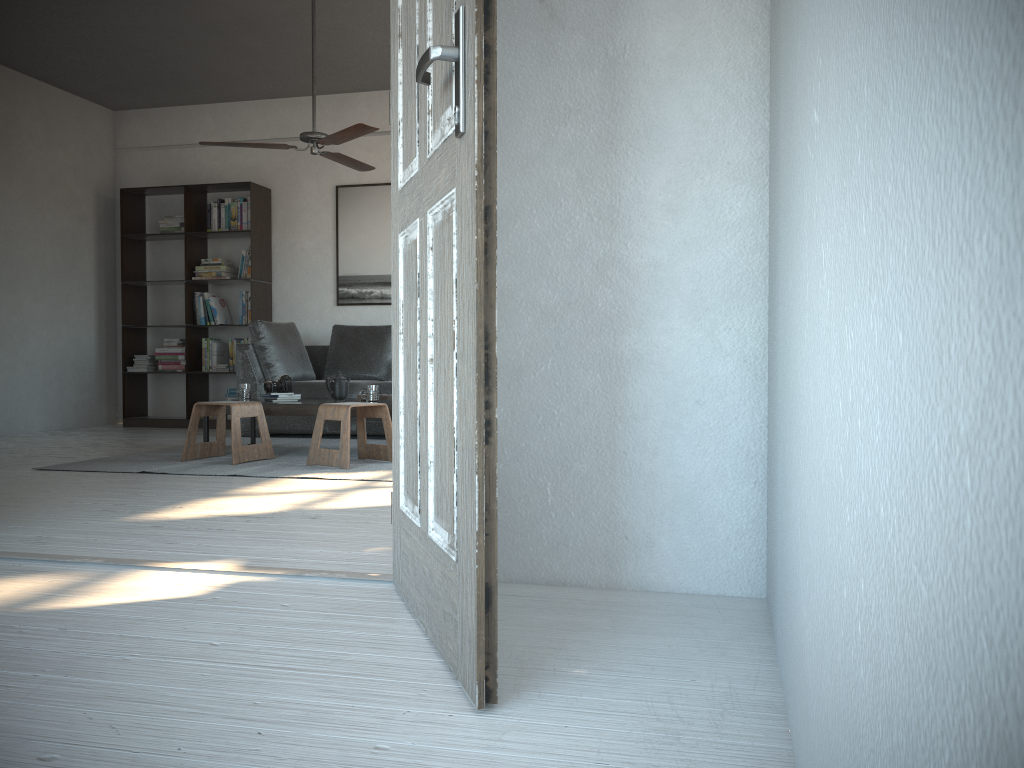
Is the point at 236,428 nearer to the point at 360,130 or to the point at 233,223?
the point at 360,130

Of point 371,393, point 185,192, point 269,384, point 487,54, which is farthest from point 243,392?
point 487,54

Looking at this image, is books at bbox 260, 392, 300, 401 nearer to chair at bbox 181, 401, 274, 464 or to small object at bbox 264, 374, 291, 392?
small object at bbox 264, 374, 291, 392

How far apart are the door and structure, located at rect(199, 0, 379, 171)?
2.8 meters

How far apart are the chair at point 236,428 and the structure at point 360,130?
1.6 meters

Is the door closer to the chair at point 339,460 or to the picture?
the chair at point 339,460

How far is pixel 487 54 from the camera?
1.4m

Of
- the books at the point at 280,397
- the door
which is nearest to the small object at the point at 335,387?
the books at the point at 280,397

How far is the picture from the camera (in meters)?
7.61

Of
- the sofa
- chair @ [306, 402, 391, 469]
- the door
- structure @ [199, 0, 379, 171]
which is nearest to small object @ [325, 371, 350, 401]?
chair @ [306, 402, 391, 469]
